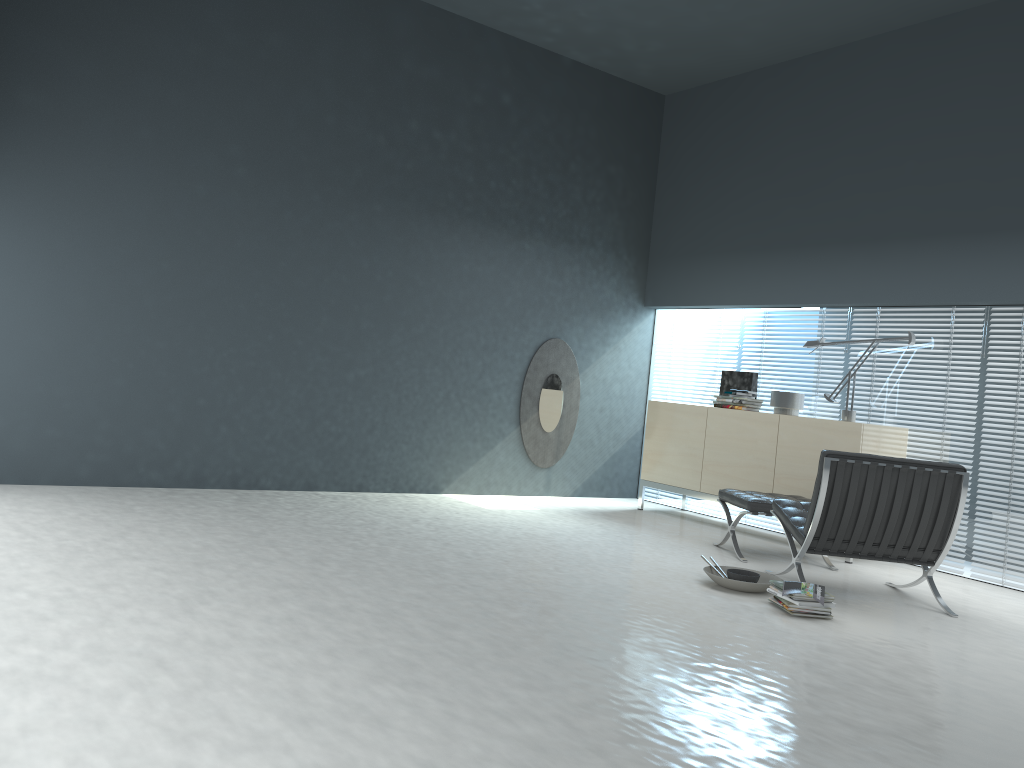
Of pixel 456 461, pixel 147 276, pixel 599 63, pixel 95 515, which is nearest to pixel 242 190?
pixel 147 276

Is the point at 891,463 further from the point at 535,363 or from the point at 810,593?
the point at 535,363

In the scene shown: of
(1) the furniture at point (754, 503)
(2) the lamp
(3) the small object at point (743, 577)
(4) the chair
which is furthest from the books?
(2) the lamp

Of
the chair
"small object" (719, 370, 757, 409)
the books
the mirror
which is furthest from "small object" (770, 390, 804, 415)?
the books

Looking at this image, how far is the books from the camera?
4.0 meters

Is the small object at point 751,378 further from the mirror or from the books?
the books

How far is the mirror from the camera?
7.3 meters

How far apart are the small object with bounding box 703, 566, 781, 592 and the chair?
0.16m

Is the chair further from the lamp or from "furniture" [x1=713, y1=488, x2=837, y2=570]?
the lamp

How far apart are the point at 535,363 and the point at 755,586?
3.31m
